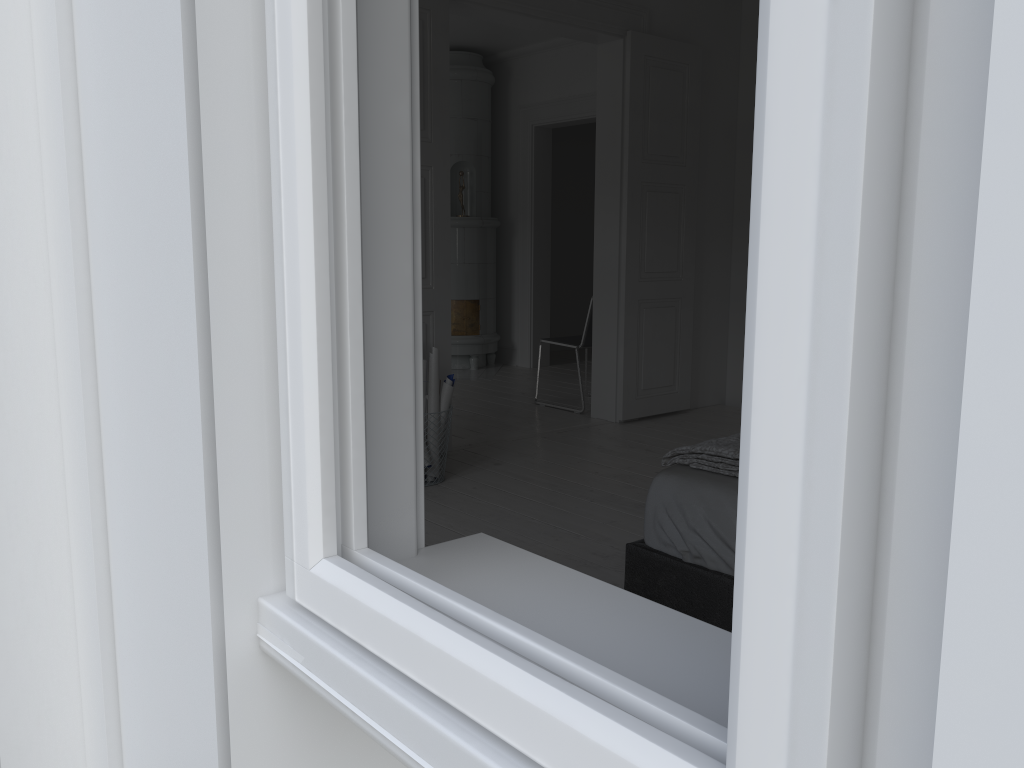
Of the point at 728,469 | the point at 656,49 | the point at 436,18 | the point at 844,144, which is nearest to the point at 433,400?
the point at 436,18

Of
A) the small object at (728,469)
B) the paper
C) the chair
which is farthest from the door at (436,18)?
the small object at (728,469)

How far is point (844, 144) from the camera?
0.31m

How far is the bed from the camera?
2.1m

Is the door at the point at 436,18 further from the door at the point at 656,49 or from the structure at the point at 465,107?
the structure at the point at 465,107

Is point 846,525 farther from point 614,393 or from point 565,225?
point 565,225

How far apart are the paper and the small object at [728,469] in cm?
192

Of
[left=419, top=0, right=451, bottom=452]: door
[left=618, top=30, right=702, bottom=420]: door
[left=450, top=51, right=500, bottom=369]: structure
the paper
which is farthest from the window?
[left=450, top=51, right=500, bottom=369]: structure

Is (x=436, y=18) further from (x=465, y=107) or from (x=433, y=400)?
(x=465, y=107)

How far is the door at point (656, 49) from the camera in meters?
5.3
